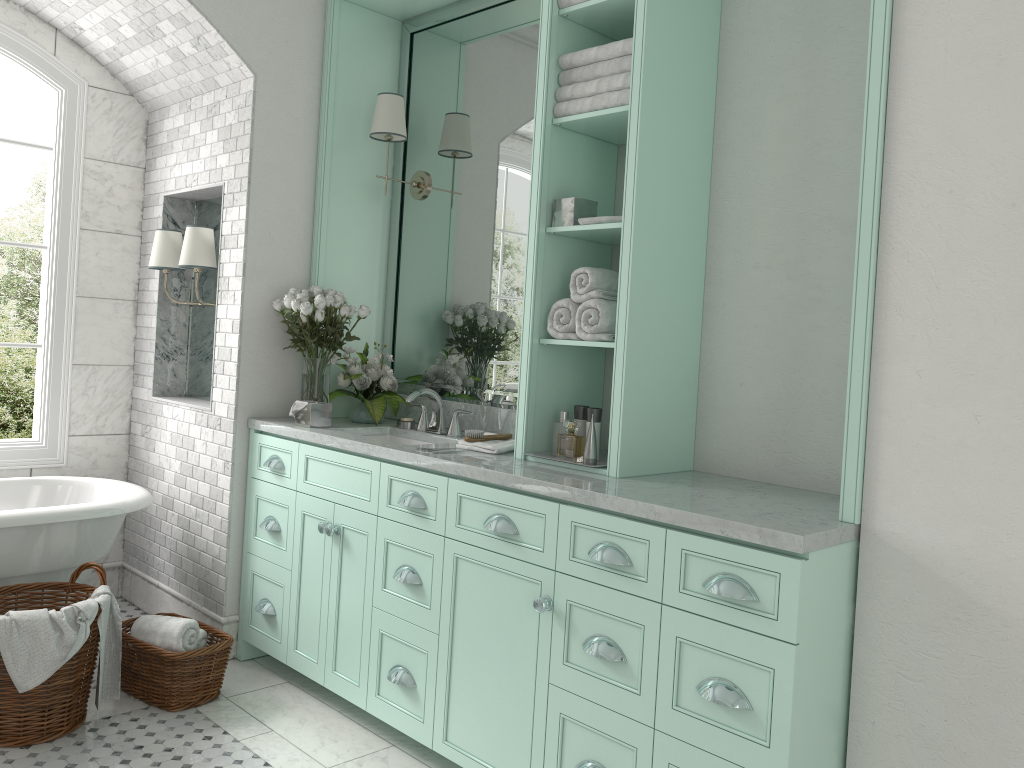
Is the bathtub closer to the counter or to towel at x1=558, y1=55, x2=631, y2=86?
the counter

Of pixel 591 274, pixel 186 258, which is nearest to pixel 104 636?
pixel 186 258

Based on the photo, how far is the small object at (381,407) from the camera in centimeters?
415cm

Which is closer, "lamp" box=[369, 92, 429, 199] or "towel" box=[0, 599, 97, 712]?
"towel" box=[0, 599, 97, 712]

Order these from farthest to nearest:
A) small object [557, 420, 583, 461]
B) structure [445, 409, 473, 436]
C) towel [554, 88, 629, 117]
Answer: small object [557, 420, 583, 461], structure [445, 409, 473, 436], towel [554, 88, 629, 117]

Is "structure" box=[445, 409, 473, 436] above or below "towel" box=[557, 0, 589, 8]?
below

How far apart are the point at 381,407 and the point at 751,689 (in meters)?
2.32

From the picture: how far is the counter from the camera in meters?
2.3

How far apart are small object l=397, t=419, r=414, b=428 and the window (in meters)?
1.96

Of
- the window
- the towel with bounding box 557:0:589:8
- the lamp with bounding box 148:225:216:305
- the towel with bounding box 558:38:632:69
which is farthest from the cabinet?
the towel with bounding box 557:0:589:8
